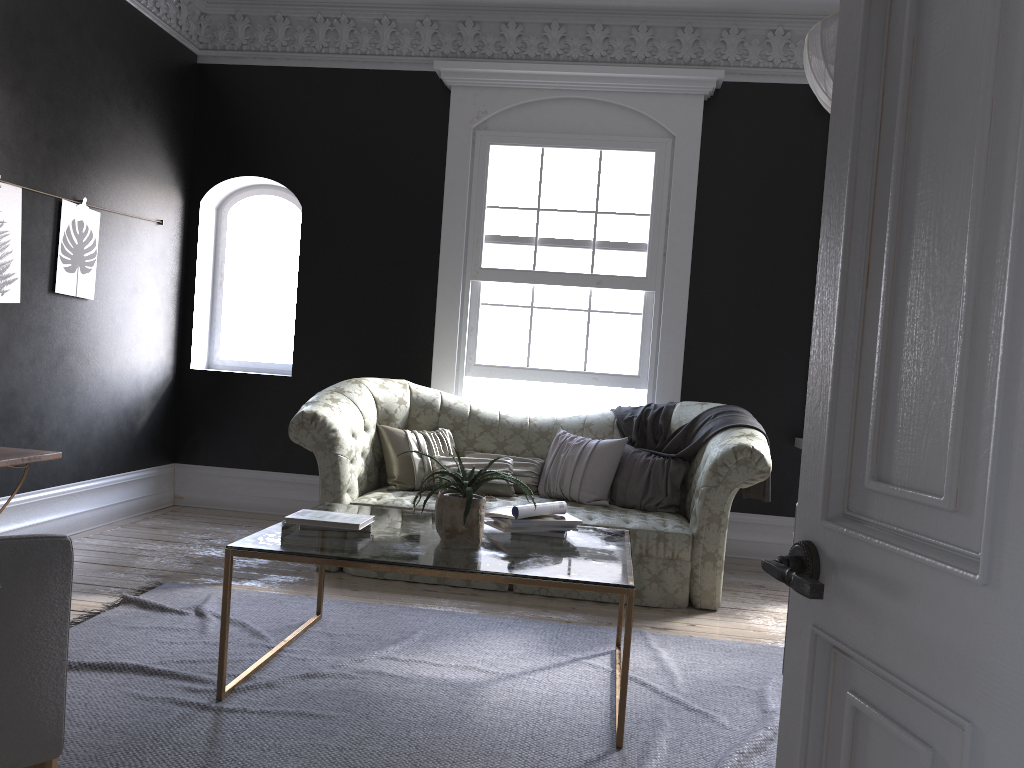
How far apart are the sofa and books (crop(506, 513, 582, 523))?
1.2 meters

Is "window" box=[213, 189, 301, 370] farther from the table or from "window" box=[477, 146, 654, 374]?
the table

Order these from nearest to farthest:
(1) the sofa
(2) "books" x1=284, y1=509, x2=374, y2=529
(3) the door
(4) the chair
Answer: (3) the door
(4) the chair
(2) "books" x1=284, y1=509, x2=374, y2=529
(1) the sofa

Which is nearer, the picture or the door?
the door

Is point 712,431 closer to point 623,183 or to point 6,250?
point 623,183

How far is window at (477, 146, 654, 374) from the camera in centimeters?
651cm

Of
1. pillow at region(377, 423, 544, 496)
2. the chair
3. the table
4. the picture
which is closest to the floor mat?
the table

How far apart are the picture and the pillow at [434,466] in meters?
2.1 m

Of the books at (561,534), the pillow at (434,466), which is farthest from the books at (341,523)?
the pillow at (434,466)

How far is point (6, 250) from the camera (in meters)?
4.94
